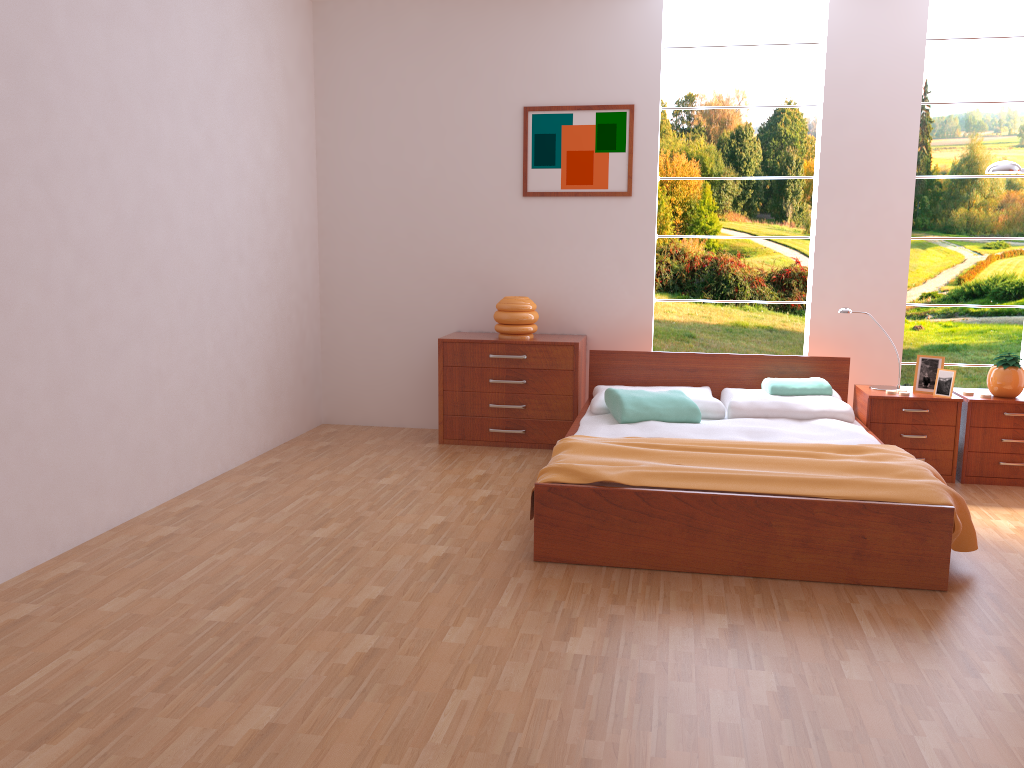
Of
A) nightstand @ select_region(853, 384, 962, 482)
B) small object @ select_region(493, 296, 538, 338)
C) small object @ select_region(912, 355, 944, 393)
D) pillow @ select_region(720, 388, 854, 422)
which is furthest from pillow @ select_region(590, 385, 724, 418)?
small object @ select_region(912, 355, 944, 393)

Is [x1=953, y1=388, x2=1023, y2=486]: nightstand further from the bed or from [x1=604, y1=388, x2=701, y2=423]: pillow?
[x1=604, y1=388, x2=701, y2=423]: pillow

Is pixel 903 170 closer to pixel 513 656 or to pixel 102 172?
pixel 513 656

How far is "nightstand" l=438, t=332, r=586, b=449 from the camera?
5.0 meters

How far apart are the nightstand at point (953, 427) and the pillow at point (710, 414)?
0.7 meters

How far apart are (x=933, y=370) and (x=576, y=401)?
1.85m

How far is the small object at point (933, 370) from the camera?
4.48m

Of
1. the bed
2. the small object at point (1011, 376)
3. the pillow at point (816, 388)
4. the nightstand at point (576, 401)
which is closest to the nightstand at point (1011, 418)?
the small object at point (1011, 376)

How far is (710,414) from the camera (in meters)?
4.46

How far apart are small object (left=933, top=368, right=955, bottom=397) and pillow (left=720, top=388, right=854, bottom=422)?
0.5m
